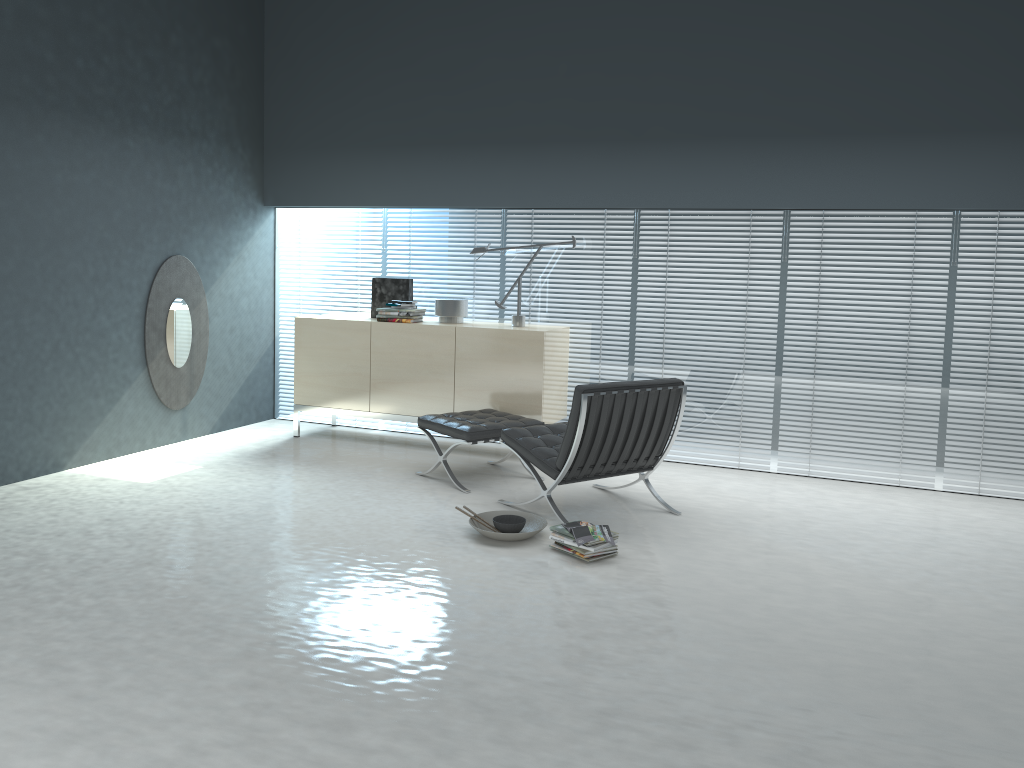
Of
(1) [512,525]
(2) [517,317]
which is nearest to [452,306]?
(2) [517,317]

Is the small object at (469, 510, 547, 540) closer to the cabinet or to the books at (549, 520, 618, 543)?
the books at (549, 520, 618, 543)

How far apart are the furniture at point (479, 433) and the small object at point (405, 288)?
1.26m

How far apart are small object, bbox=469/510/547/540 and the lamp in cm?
188

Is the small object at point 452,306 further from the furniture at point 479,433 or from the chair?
the chair

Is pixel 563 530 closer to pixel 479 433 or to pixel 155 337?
pixel 479 433

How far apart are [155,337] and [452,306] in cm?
202

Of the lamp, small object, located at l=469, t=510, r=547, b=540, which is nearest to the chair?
small object, located at l=469, t=510, r=547, b=540

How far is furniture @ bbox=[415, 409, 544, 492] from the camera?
5.1m

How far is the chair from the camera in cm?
442
